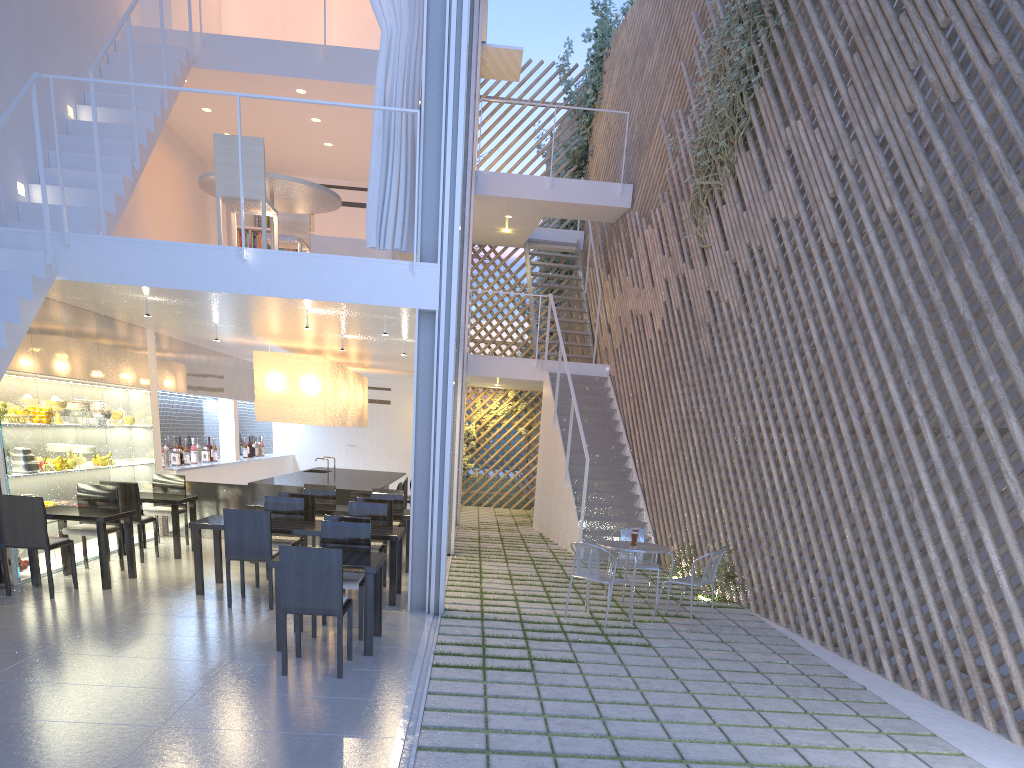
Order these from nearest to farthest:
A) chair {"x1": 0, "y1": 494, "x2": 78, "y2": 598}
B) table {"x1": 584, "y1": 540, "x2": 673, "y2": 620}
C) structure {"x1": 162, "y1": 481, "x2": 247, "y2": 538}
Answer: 1. chair {"x1": 0, "y1": 494, "x2": 78, "y2": 598}
2. table {"x1": 584, "y1": 540, "x2": 673, "y2": 620}
3. structure {"x1": 162, "y1": 481, "x2": 247, "y2": 538}

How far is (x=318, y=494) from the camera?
5.1m

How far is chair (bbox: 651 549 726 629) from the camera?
3.62m

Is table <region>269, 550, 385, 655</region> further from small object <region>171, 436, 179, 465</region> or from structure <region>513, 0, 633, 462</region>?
structure <region>513, 0, 633, 462</region>

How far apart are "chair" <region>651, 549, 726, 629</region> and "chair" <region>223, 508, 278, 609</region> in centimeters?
180cm

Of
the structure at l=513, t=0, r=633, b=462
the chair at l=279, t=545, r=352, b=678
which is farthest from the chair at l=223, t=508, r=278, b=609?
the structure at l=513, t=0, r=633, b=462

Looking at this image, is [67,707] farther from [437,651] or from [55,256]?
[55,256]

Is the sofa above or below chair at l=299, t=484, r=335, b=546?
above

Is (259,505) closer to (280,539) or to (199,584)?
(280,539)

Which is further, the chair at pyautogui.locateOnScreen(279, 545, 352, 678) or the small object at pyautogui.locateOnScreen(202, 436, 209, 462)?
the small object at pyautogui.locateOnScreen(202, 436, 209, 462)
